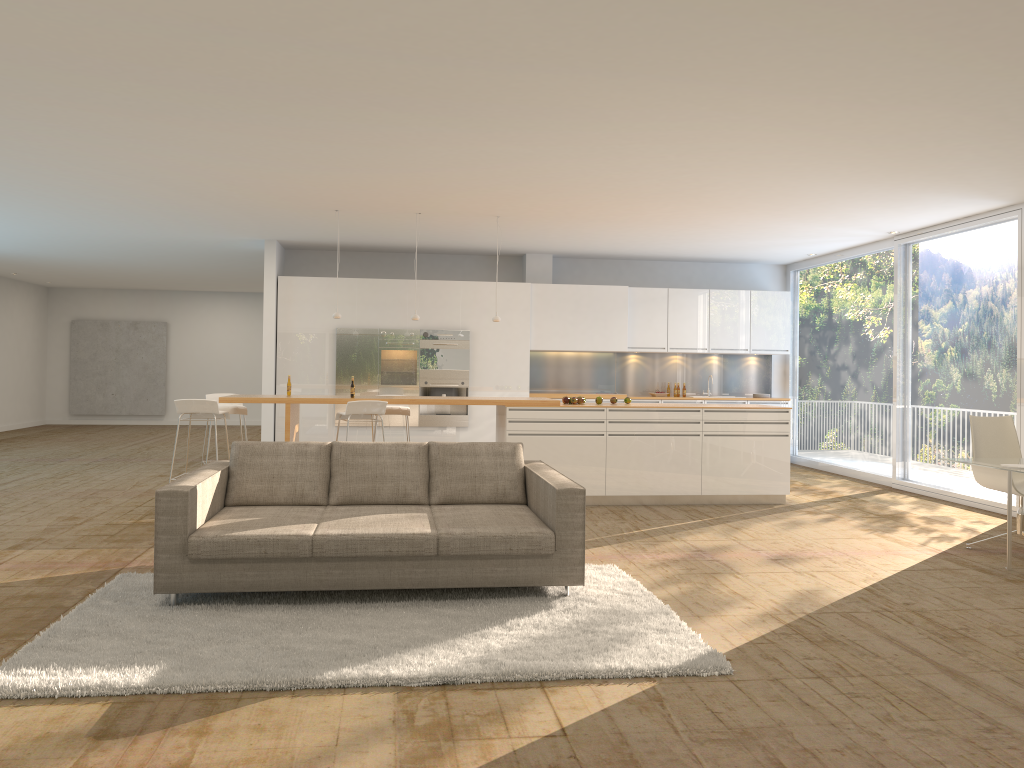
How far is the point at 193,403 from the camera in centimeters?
794cm

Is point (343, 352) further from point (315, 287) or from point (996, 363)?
point (996, 363)

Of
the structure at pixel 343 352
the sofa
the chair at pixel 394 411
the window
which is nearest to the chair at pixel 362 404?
Result: the chair at pixel 394 411

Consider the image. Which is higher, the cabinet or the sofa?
the cabinet

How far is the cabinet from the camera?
11.76m

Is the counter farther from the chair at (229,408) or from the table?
the table

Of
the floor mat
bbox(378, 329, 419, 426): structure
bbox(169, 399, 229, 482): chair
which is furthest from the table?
bbox(378, 329, 419, 426): structure

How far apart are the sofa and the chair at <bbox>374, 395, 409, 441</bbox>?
3.37m

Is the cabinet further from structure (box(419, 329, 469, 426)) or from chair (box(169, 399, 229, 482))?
chair (box(169, 399, 229, 482))

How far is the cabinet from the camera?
11.76m
